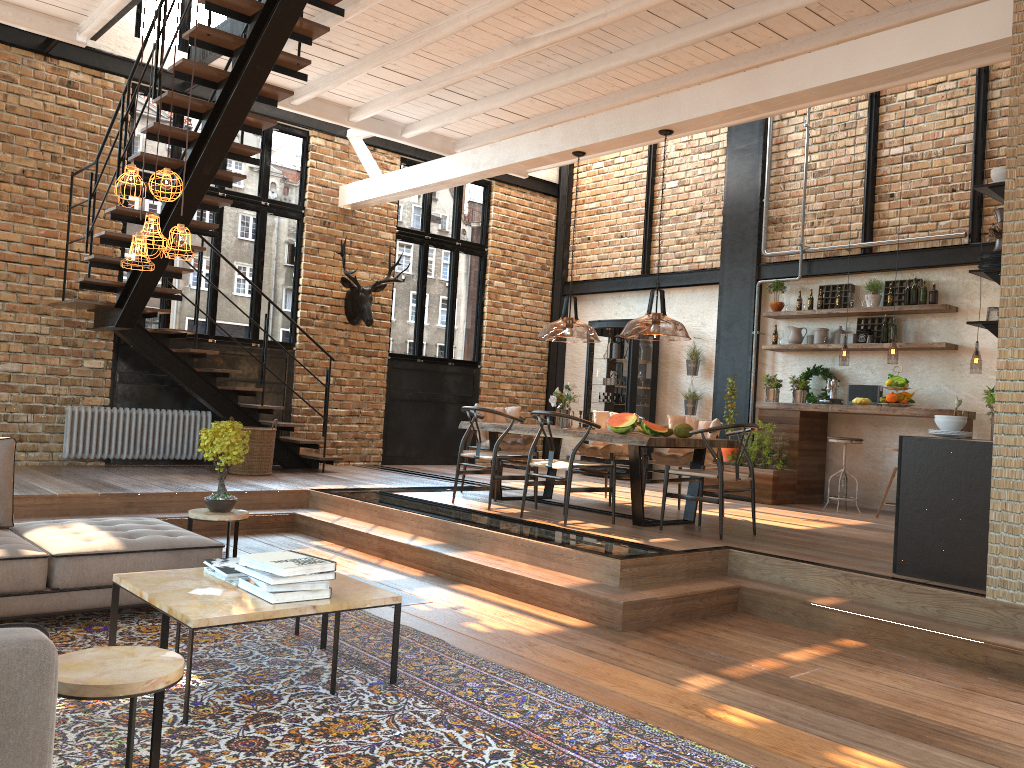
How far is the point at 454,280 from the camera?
12.5m

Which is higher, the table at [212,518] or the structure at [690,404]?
the structure at [690,404]

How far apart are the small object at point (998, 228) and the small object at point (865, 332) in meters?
4.7 m

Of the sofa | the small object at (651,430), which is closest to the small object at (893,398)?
the small object at (651,430)

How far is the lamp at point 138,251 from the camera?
4.0m

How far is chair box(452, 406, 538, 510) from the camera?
7.4 meters

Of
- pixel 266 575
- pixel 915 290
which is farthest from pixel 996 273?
pixel 915 290

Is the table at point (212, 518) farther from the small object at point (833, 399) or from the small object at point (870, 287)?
the small object at point (870, 287)

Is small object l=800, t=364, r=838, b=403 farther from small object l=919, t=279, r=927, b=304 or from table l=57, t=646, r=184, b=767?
table l=57, t=646, r=184, b=767

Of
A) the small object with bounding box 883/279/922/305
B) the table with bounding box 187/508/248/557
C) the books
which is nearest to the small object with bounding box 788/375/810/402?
the small object with bounding box 883/279/922/305
